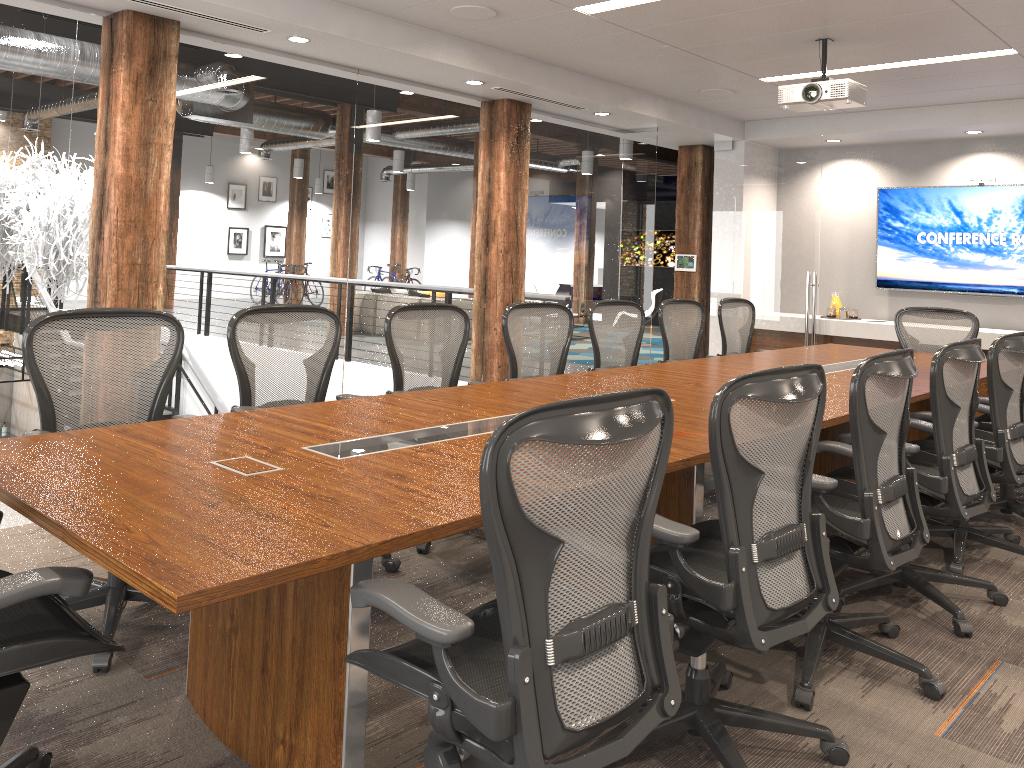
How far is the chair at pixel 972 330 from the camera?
6.3 meters

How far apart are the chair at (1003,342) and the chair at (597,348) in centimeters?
188cm

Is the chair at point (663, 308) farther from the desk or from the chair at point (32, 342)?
the chair at point (32, 342)

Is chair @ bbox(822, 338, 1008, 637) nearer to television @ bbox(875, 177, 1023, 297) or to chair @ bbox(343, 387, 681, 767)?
chair @ bbox(343, 387, 681, 767)

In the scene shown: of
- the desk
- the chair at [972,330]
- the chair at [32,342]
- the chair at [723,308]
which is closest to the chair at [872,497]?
the desk

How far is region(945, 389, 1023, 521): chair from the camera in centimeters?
473cm

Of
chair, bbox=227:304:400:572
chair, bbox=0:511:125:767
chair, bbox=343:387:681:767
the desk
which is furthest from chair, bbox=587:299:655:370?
chair, bbox=0:511:125:767

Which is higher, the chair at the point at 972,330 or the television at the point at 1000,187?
the television at the point at 1000,187

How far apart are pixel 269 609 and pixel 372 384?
4.1 meters

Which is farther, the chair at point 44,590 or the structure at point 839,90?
the structure at point 839,90
